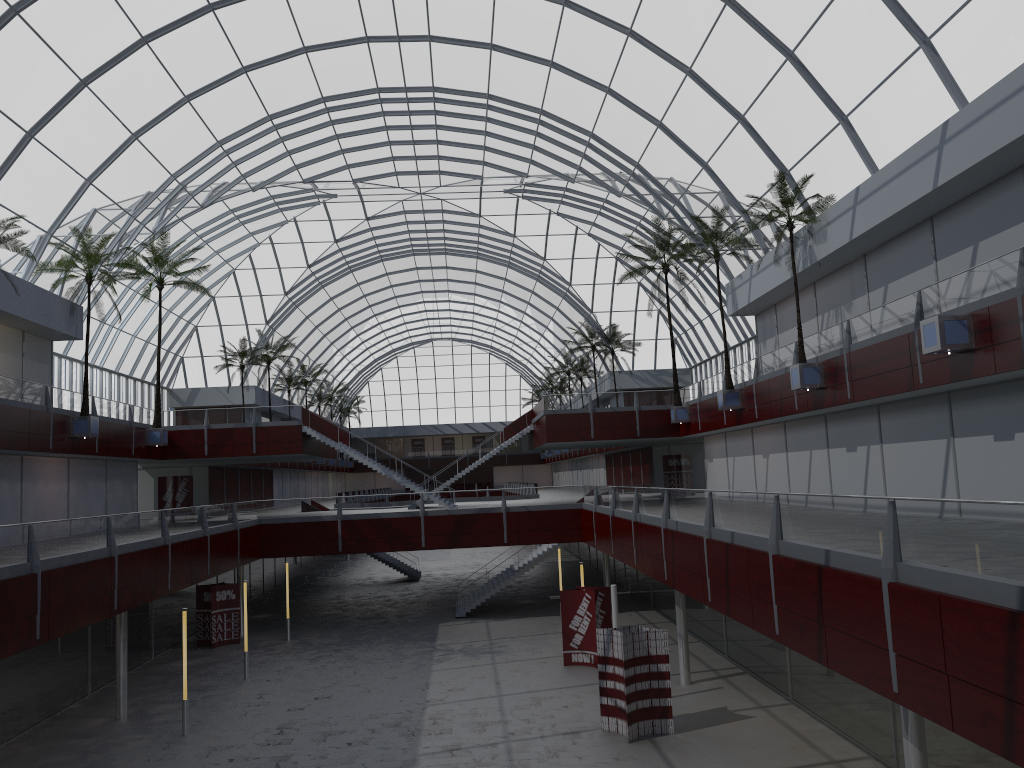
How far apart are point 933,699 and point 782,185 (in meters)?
27.25

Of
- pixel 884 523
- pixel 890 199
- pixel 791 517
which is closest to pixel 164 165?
pixel 890 199
